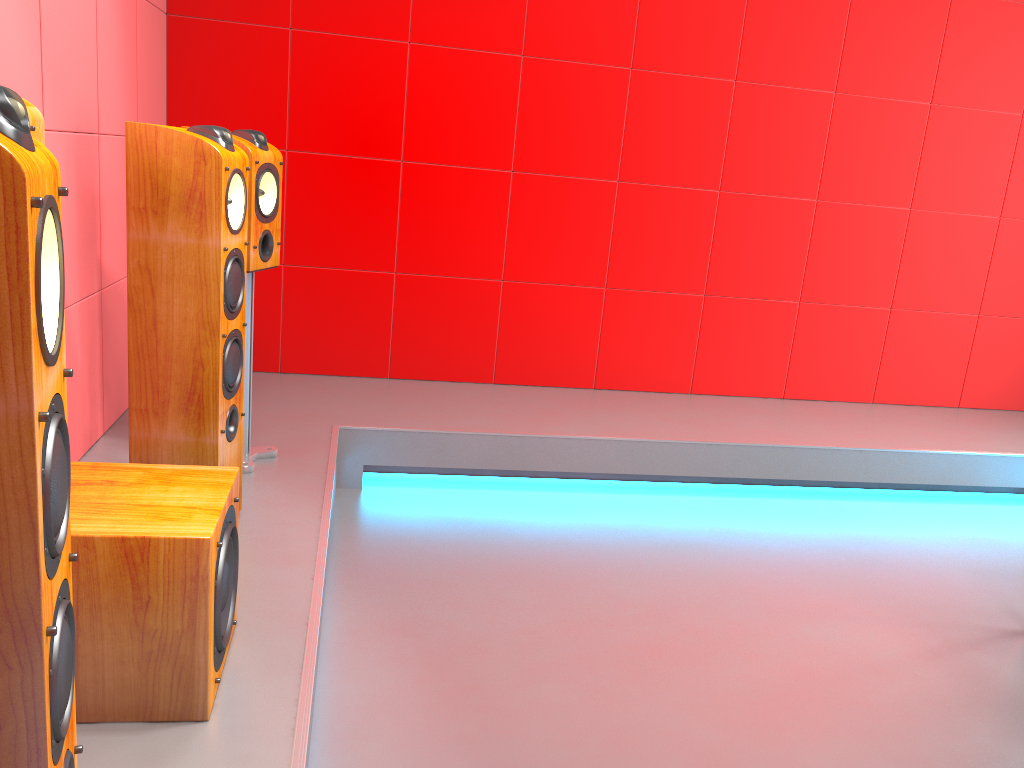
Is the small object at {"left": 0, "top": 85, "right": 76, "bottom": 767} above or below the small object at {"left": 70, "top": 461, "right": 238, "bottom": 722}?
above

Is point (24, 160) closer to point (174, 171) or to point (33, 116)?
point (33, 116)

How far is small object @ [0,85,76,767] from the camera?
0.8 meters

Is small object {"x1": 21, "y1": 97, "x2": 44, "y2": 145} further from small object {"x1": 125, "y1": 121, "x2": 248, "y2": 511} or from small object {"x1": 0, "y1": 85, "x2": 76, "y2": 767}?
small object {"x1": 0, "y1": 85, "x2": 76, "y2": 767}

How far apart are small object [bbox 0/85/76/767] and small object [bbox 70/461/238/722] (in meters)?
0.49

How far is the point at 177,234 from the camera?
2.1 meters

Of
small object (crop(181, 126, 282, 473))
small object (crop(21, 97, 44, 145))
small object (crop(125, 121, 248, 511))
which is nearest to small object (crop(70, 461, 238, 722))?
small object (crop(125, 121, 248, 511))

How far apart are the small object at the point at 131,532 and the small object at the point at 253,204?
1.0 meters

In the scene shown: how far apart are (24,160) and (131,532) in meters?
0.9

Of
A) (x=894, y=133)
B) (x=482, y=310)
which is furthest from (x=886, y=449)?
(x=482, y=310)
